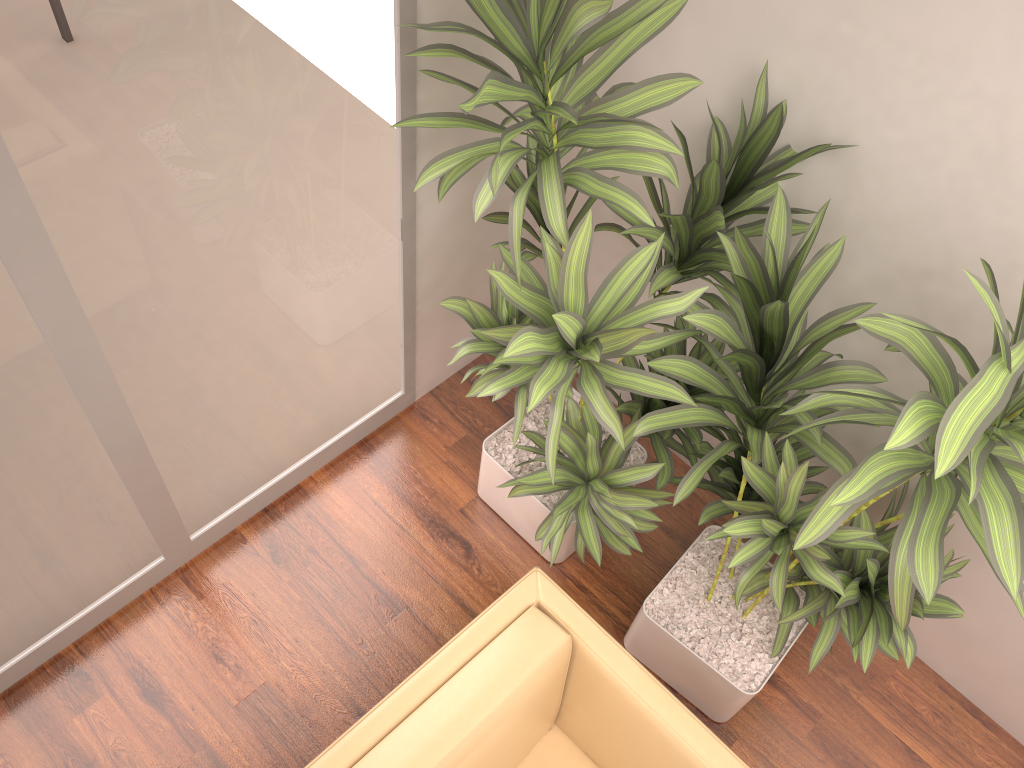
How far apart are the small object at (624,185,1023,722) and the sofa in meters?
0.3 m

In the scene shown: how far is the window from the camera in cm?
172

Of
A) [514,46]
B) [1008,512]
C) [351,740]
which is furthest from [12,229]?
[1008,512]

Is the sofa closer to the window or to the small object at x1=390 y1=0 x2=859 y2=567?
the small object at x1=390 y1=0 x2=859 y2=567

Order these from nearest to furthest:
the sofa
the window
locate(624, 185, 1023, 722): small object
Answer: locate(624, 185, 1023, 722): small object
the window
the sofa

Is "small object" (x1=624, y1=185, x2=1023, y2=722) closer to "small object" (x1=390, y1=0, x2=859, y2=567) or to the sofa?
"small object" (x1=390, y1=0, x2=859, y2=567)

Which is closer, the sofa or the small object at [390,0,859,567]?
the small object at [390,0,859,567]

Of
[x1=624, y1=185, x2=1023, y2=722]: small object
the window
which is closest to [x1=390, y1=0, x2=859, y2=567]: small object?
[x1=624, y1=185, x2=1023, y2=722]: small object

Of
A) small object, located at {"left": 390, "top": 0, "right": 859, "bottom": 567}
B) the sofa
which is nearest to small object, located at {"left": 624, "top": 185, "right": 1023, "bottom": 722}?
small object, located at {"left": 390, "top": 0, "right": 859, "bottom": 567}

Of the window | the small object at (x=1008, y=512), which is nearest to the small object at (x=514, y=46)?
the small object at (x=1008, y=512)
